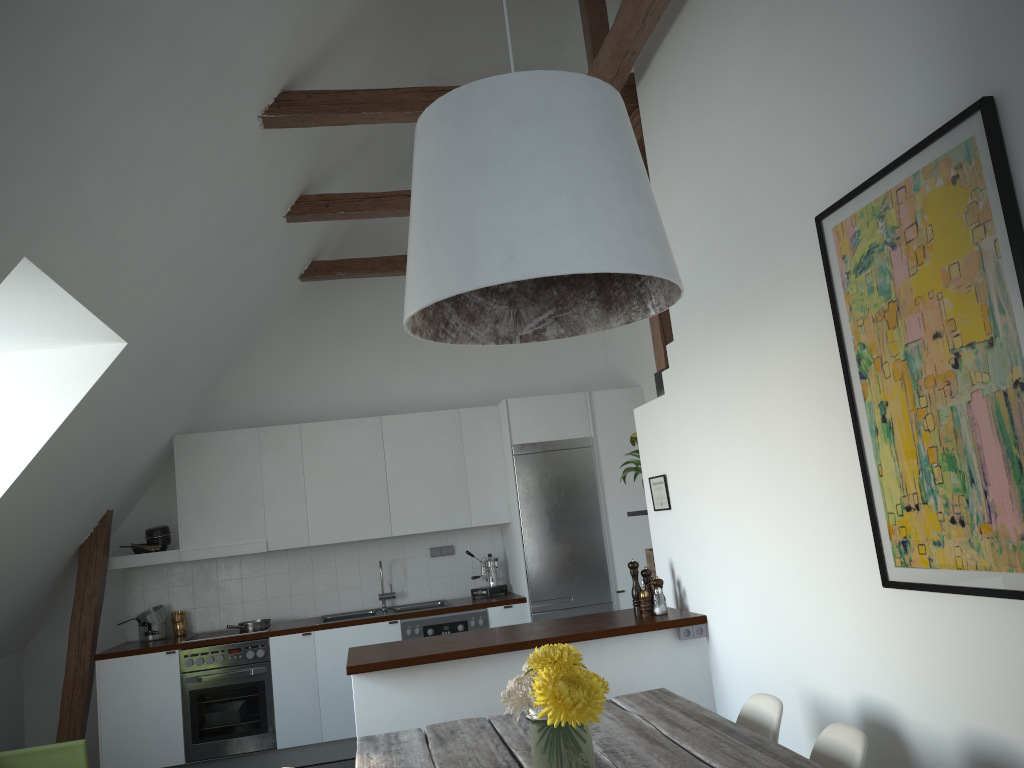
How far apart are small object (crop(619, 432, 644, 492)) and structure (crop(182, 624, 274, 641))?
3.2m

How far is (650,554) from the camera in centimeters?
508cm

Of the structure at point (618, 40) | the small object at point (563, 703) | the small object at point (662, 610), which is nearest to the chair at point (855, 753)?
the small object at point (563, 703)

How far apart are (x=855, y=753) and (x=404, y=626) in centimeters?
430cm

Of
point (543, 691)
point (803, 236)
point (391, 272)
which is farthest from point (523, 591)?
point (543, 691)

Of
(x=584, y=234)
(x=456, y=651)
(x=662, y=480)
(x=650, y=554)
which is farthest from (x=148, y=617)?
(x=584, y=234)

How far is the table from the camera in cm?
235

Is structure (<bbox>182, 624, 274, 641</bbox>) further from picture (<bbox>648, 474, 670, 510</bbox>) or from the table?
the table

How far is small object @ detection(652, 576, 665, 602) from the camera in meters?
4.5 m

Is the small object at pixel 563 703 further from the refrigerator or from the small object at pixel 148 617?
the small object at pixel 148 617
